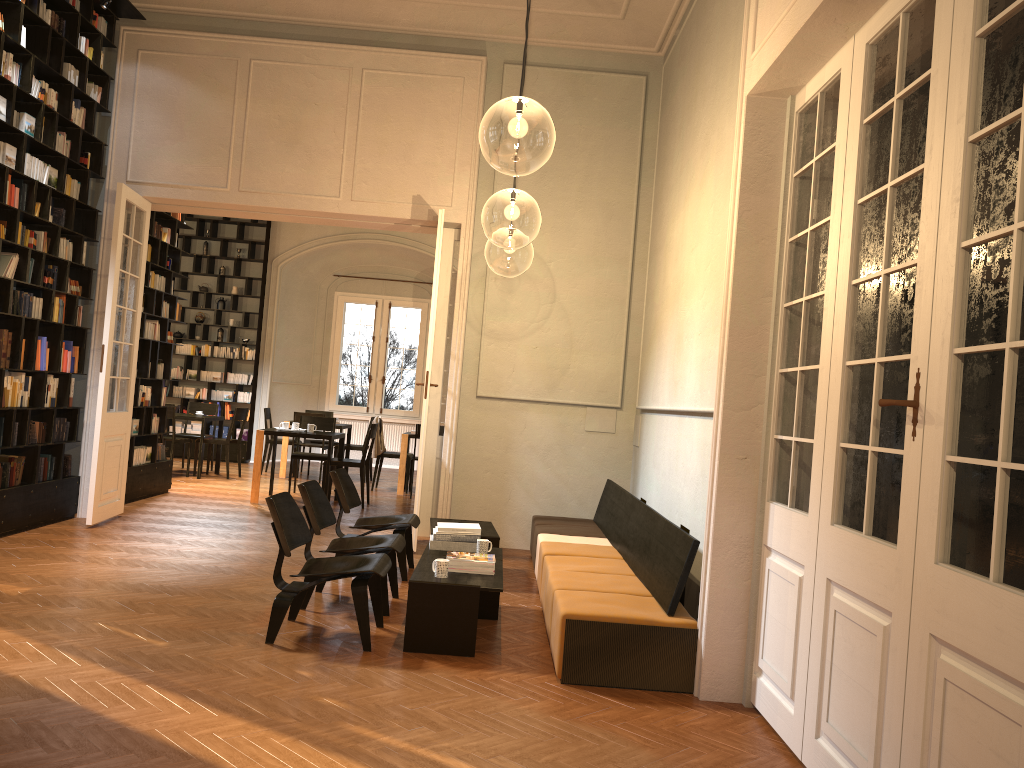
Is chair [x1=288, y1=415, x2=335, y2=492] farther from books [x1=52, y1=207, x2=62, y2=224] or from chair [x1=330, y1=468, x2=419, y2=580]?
books [x1=52, y1=207, x2=62, y2=224]

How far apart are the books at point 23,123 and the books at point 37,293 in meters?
1.4 m

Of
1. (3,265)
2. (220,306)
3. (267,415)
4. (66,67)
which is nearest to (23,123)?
(66,67)

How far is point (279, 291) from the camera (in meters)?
16.48

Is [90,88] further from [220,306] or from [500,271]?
[500,271]

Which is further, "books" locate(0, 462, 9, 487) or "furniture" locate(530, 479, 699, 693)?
"books" locate(0, 462, 9, 487)

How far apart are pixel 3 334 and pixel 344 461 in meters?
4.5 m

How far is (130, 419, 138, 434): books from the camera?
10.0m

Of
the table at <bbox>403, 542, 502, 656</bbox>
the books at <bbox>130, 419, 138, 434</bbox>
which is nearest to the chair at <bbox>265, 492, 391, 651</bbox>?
the table at <bbox>403, 542, 502, 656</bbox>

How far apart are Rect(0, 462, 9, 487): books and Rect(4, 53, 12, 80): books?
3.2 meters
